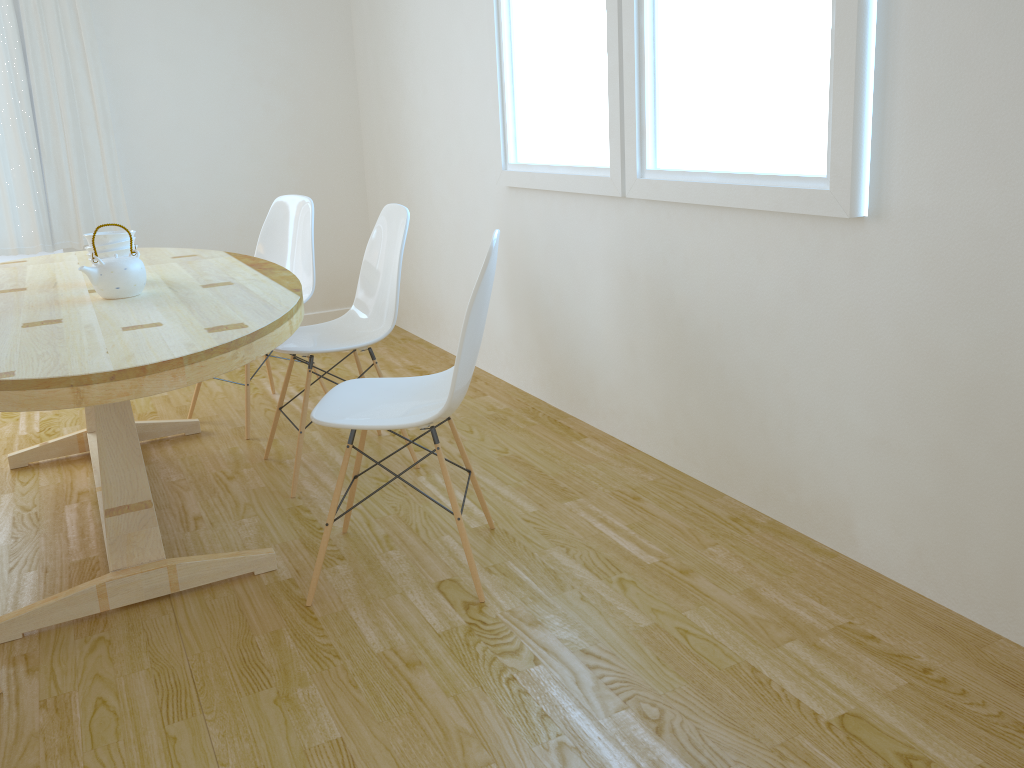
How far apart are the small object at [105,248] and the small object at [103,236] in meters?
0.0

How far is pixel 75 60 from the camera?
4.5 meters

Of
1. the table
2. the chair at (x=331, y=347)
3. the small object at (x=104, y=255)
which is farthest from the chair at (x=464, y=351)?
the small object at (x=104, y=255)

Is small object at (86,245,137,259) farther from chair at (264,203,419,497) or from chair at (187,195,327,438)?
chair at (187,195,327,438)

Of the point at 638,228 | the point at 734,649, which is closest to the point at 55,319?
the point at 638,228

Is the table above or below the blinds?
below

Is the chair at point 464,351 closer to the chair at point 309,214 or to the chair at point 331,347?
the chair at point 331,347

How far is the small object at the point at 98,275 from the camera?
2.5 meters

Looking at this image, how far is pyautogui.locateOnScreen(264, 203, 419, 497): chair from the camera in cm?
297

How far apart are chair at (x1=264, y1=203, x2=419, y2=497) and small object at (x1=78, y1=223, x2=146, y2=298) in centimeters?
50cm
